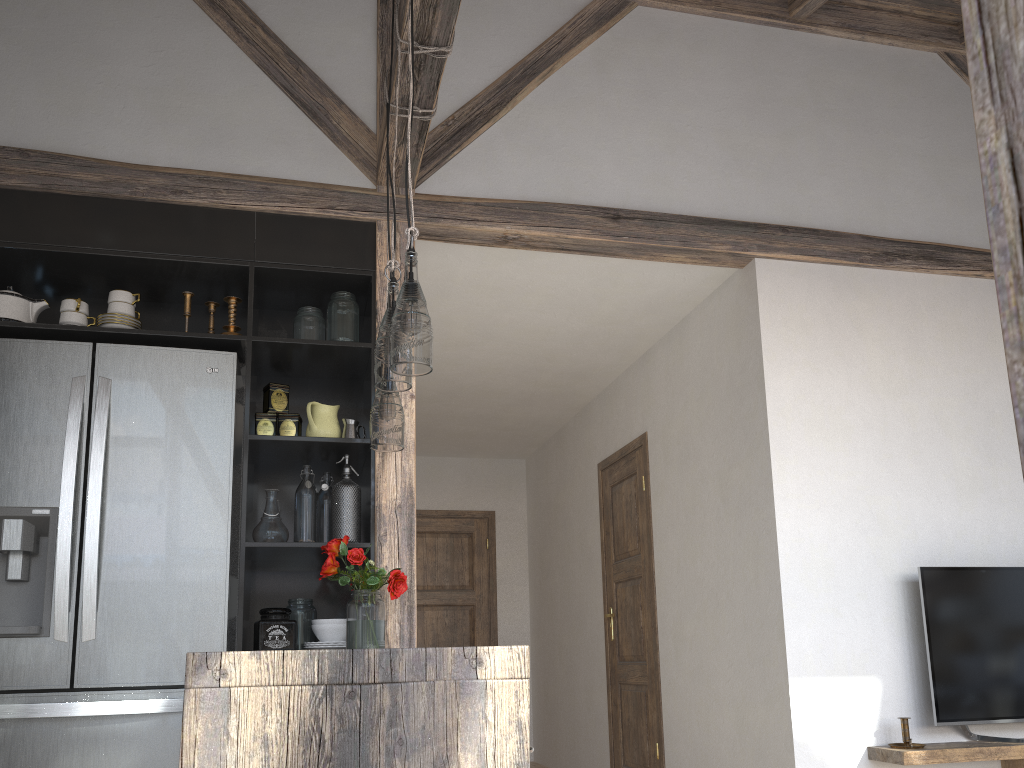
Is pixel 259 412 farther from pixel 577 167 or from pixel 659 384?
pixel 659 384

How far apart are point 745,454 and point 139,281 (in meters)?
2.60

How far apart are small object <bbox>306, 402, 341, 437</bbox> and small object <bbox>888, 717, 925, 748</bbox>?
2.4m

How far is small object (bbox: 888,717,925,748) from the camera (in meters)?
3.31

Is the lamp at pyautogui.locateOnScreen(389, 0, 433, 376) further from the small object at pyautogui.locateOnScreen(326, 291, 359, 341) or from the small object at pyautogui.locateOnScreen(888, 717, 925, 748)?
the small object at pyautogui.locateOnScreen(888, 717, 925, 748)

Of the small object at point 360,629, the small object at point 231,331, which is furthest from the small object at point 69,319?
the small object at point 360,629

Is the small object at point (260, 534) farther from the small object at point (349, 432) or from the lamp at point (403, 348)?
the lamp at point (403, 348)

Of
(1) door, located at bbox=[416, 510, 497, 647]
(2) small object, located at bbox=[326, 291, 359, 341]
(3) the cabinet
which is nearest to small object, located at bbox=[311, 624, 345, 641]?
(3) the cabinet

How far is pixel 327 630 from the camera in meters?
3.1

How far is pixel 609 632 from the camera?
5.3 meters
